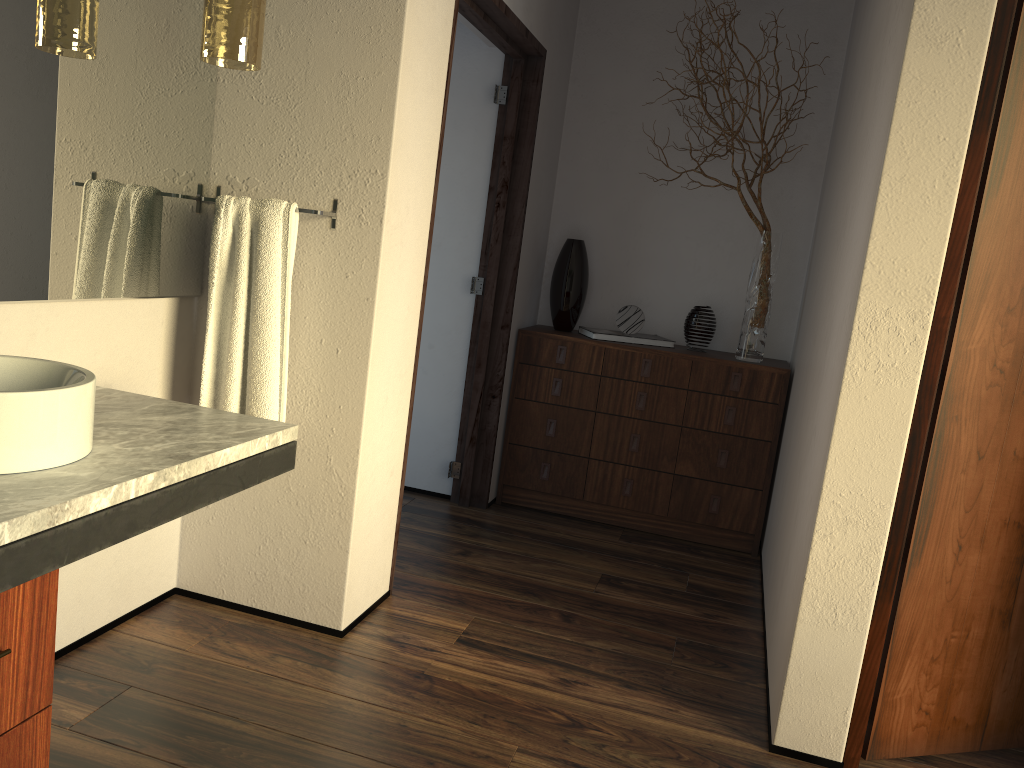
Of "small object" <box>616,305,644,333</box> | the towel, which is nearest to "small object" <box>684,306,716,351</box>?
"small object" <box>616,305,644,333</box>

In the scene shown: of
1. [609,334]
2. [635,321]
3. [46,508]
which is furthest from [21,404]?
[635,321]

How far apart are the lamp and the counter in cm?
78

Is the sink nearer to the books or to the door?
the door

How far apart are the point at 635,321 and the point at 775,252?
0.7m

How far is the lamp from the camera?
2.0 meters

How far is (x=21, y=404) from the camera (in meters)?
1.35

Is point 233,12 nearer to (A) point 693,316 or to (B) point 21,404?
(B) point 21,404

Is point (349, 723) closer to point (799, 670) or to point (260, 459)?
point (260, 459)

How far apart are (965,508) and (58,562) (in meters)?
1.97
